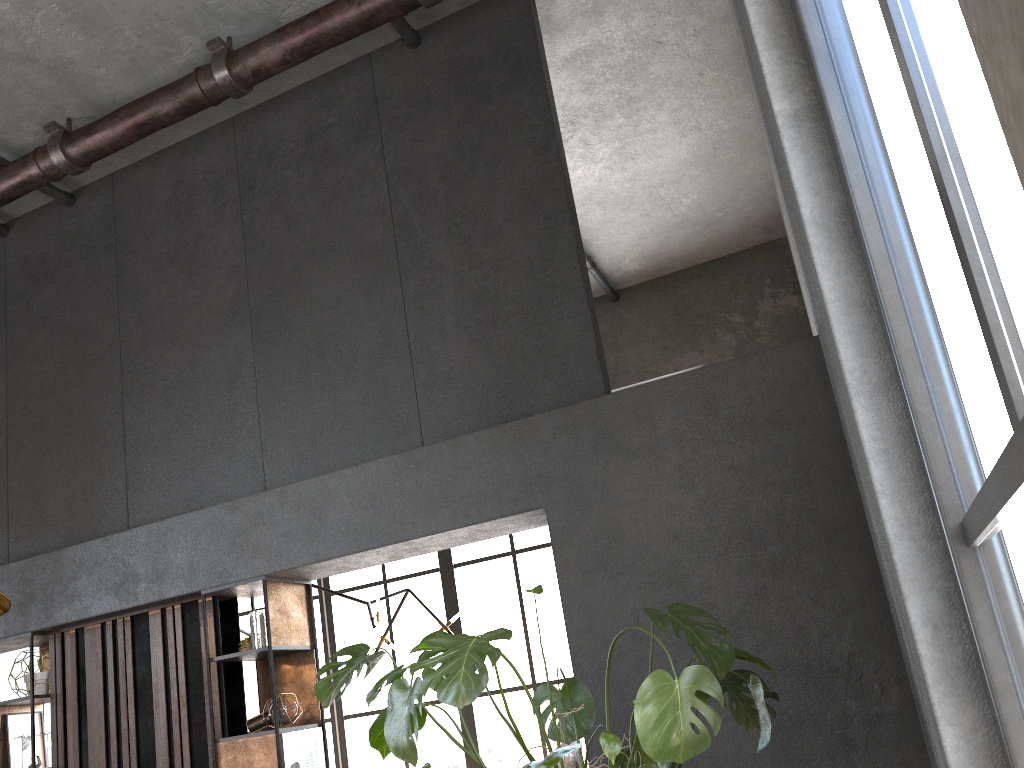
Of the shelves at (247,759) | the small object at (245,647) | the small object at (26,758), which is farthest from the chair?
the small object at (26,758)

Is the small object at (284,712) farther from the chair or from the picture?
the chair

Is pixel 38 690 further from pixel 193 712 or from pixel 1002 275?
pixel 1002 275

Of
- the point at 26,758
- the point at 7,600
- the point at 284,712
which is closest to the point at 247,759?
the point at 284,712

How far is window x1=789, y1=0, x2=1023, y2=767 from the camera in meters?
0.8

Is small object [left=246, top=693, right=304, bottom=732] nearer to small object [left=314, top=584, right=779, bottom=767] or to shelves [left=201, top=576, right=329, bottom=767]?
shelves [left=201, top=576, right=329, bottom=767]

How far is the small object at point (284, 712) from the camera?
4.51m

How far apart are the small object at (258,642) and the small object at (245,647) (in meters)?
0.17

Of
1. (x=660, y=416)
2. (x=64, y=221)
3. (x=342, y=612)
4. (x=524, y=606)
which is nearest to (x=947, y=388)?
(x=660, y=416)

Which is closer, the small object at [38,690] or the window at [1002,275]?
the window at [1002,275]
